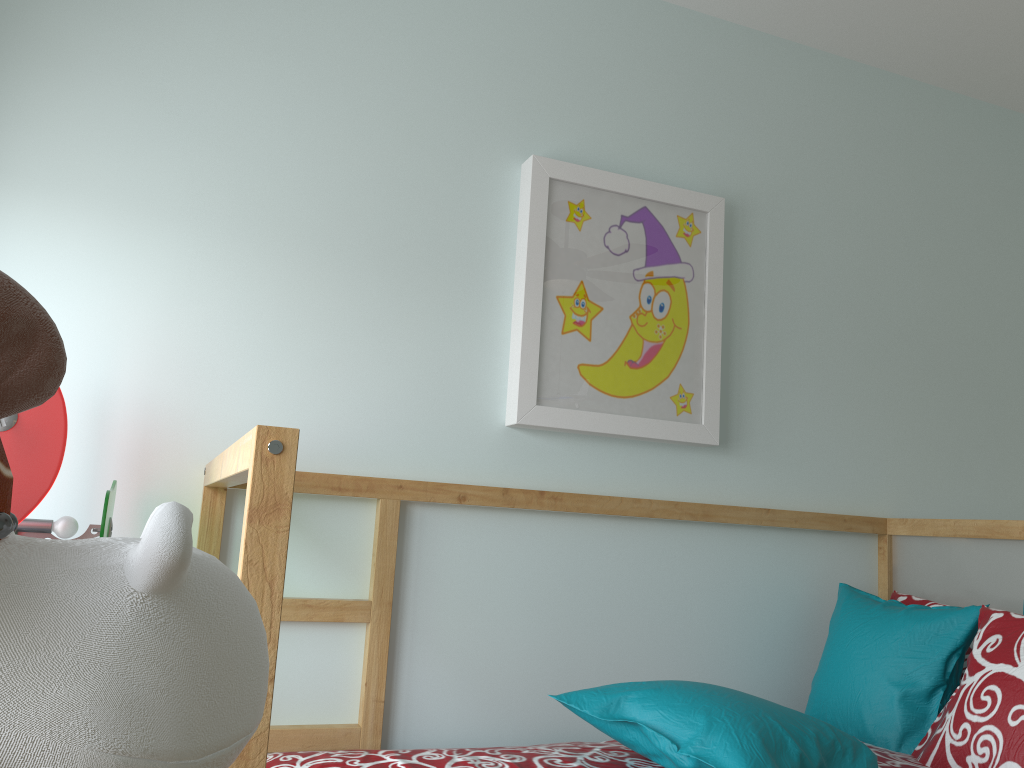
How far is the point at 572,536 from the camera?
1.9 meters

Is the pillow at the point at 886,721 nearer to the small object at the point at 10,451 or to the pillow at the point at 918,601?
the pillow at the point at 918,601

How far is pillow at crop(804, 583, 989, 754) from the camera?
1.69m

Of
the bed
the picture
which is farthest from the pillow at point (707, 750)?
the picture

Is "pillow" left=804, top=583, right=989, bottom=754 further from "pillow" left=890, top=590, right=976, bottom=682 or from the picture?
Answer: the picture

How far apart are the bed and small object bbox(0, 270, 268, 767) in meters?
0.5 m

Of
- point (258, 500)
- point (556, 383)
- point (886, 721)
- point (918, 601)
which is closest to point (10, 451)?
point (258, 500)

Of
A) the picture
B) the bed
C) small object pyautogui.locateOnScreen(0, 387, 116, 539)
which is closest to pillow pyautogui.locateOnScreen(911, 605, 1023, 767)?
the bed

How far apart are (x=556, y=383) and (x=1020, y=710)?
1.0m

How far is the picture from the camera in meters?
1.9 m
